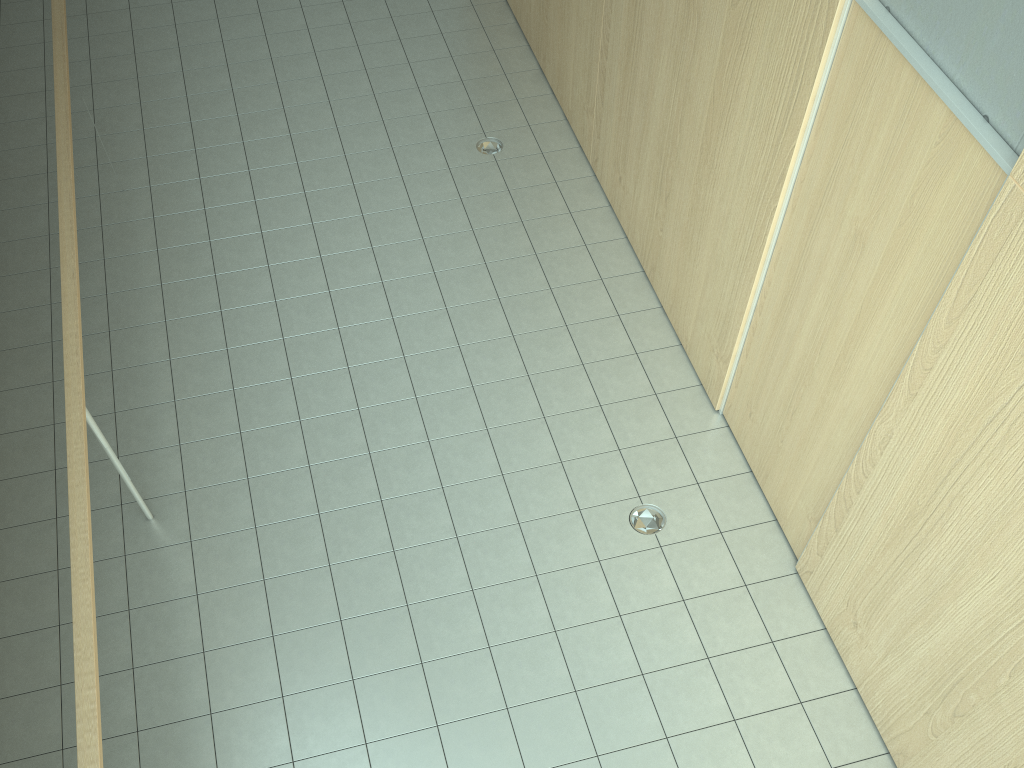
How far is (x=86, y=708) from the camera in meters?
2.8 m

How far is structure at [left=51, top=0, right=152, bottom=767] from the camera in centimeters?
276cm

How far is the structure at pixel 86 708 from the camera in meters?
2.8 m
